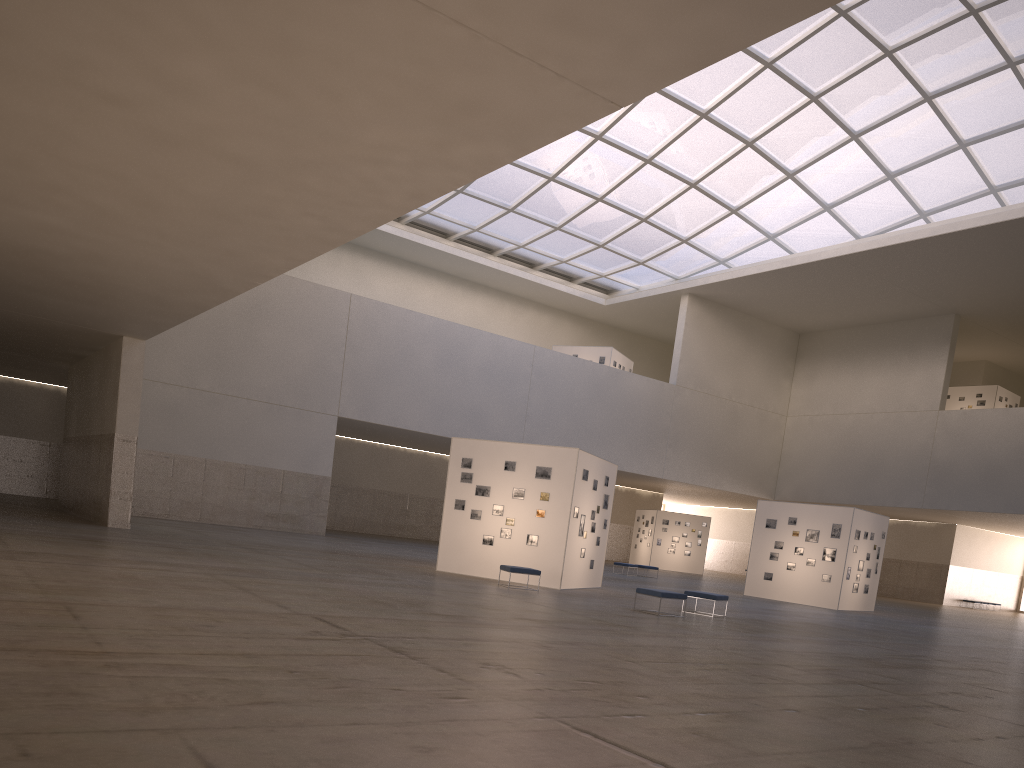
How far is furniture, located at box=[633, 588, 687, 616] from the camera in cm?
2223

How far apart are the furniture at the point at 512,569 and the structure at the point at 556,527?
2.1 meters

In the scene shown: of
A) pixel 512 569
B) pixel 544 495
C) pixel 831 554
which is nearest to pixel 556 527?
pixel 544 495

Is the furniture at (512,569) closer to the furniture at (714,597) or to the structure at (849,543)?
the furniture at (714,597)

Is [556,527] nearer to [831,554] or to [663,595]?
[663,595]

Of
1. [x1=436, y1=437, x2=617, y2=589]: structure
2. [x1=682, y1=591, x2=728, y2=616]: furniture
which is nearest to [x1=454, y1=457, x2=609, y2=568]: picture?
[x1=436, y1=437, x2=617, y2=589]: structure

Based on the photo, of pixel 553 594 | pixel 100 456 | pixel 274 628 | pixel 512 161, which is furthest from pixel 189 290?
pixel 274 628

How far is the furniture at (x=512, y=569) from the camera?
25.4m

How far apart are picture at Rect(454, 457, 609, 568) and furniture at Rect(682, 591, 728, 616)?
5.7 meters

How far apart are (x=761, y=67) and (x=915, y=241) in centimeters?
1328cm
